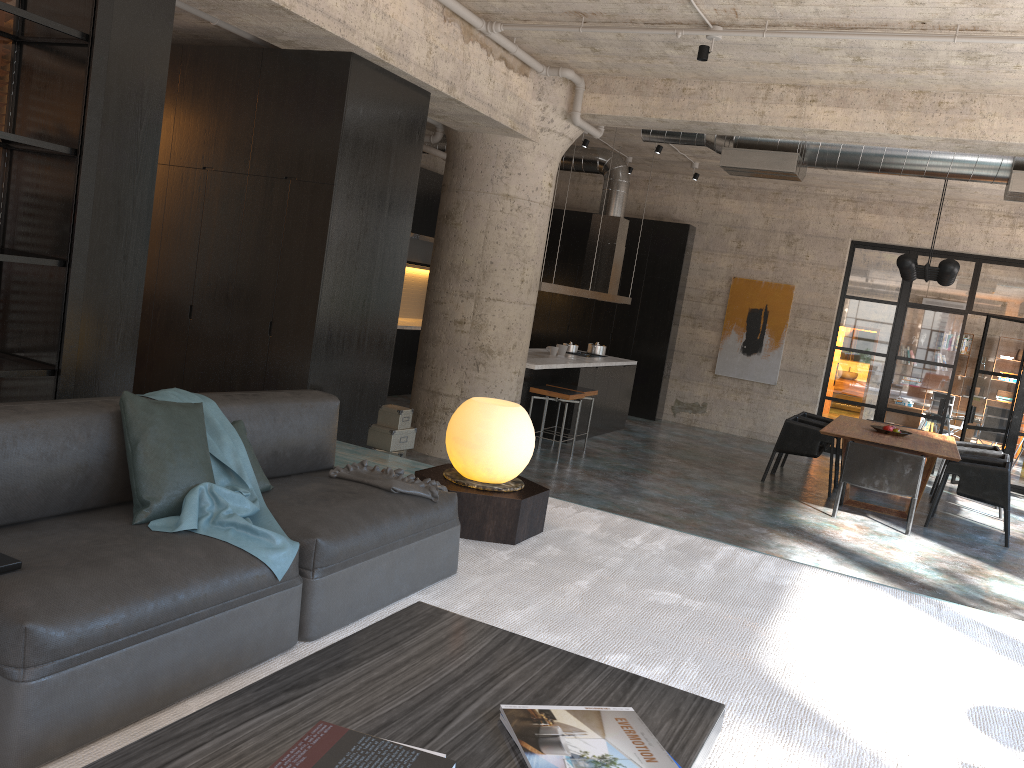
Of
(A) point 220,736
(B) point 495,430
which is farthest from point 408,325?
(A) point 220,736

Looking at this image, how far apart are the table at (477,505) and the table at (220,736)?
1.8 meters

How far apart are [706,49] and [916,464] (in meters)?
4.51

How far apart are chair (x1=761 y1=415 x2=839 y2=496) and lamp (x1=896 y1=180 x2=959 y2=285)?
1.8m

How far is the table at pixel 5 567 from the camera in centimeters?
218cm

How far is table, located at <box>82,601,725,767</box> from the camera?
1.7 meters

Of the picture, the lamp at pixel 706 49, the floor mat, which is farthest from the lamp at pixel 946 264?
the floor mat

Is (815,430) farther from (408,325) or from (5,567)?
(5,567)

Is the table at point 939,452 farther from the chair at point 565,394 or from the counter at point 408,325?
the counter at point 408,325

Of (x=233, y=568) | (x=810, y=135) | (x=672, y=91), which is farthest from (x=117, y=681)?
(x=810, y=135)
